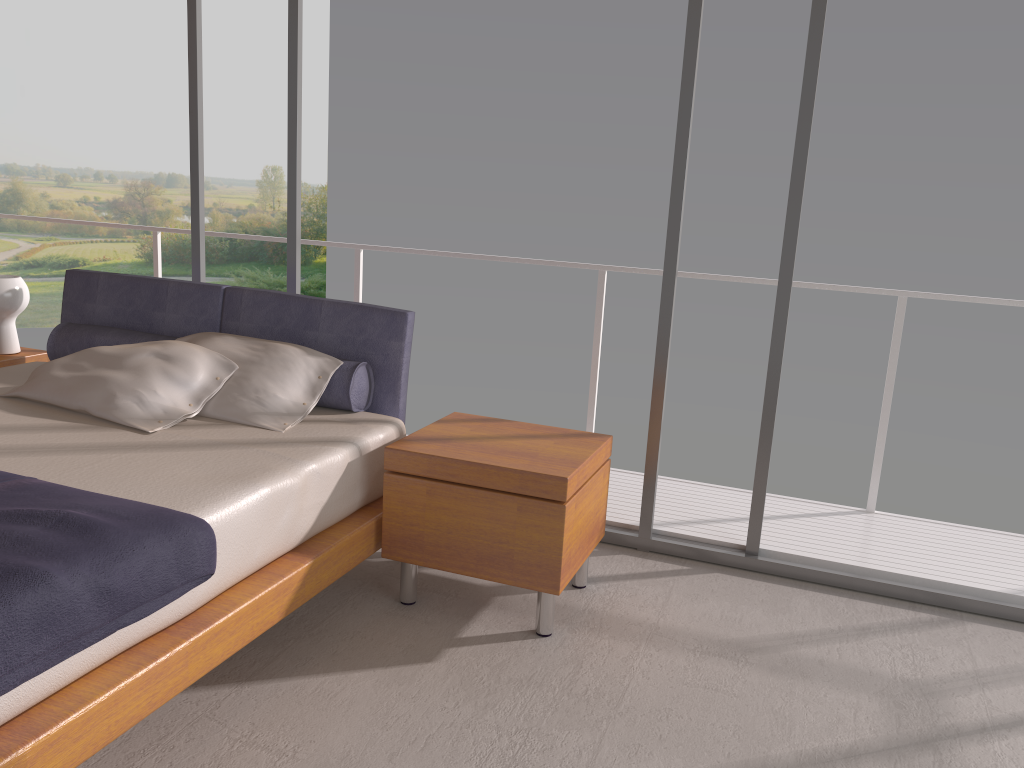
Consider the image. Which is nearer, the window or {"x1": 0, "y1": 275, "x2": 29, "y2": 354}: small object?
the window

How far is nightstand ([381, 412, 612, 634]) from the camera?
2.7m

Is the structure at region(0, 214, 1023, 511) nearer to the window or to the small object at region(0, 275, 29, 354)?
the window

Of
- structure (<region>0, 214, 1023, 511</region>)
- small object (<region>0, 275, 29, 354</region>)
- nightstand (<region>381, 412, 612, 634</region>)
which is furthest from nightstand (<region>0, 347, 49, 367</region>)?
nightstand (<region>381, 412, 612, 634</region>)

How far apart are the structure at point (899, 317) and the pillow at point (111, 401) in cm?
158

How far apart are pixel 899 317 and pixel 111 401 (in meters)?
3.16

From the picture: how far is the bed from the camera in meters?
1.8

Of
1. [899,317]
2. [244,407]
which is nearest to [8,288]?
[244,407]

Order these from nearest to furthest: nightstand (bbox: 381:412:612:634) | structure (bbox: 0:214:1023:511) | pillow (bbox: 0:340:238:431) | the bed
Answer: the bed → nightstand (bbox: 381:412:612:634) → pillow (bbox: 0:340:238:431) → structure (bbox: 0:214:1023:511)

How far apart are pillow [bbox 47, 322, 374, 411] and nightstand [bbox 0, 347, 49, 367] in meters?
0.3
